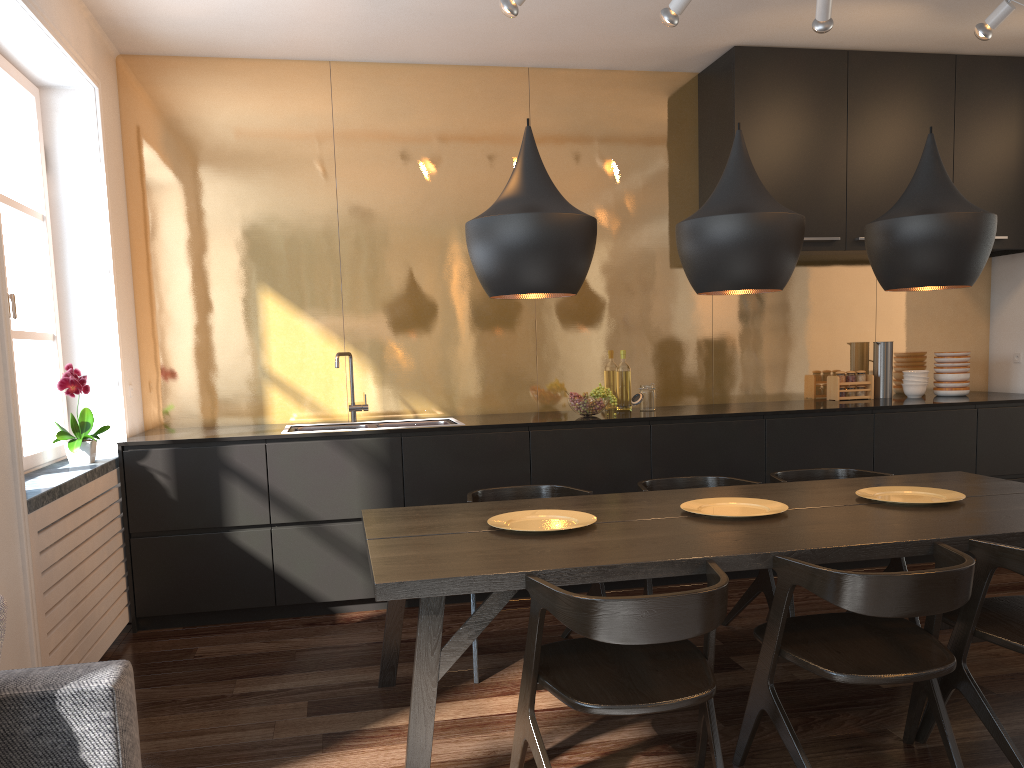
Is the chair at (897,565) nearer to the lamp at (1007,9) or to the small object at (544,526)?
the small object at (544,526)

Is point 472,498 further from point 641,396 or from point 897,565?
point 897,565

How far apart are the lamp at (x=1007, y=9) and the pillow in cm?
421

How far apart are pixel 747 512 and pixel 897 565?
1.20m

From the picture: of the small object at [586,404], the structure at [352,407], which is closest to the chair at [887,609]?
the small object at [586,404]

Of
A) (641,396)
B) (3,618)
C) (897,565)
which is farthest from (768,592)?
(3,618)

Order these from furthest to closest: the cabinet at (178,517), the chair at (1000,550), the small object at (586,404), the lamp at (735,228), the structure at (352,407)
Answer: the structure at (352,407) < the small object at (586,404) < the cabinet at (178,517) < the lamp at (735,228) < the chair at (1000,550)

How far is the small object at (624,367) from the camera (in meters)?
5.01

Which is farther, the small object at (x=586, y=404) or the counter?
the small object at (x=586, y=404)

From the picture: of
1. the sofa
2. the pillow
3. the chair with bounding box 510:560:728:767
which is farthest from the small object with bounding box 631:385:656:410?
the pillow
